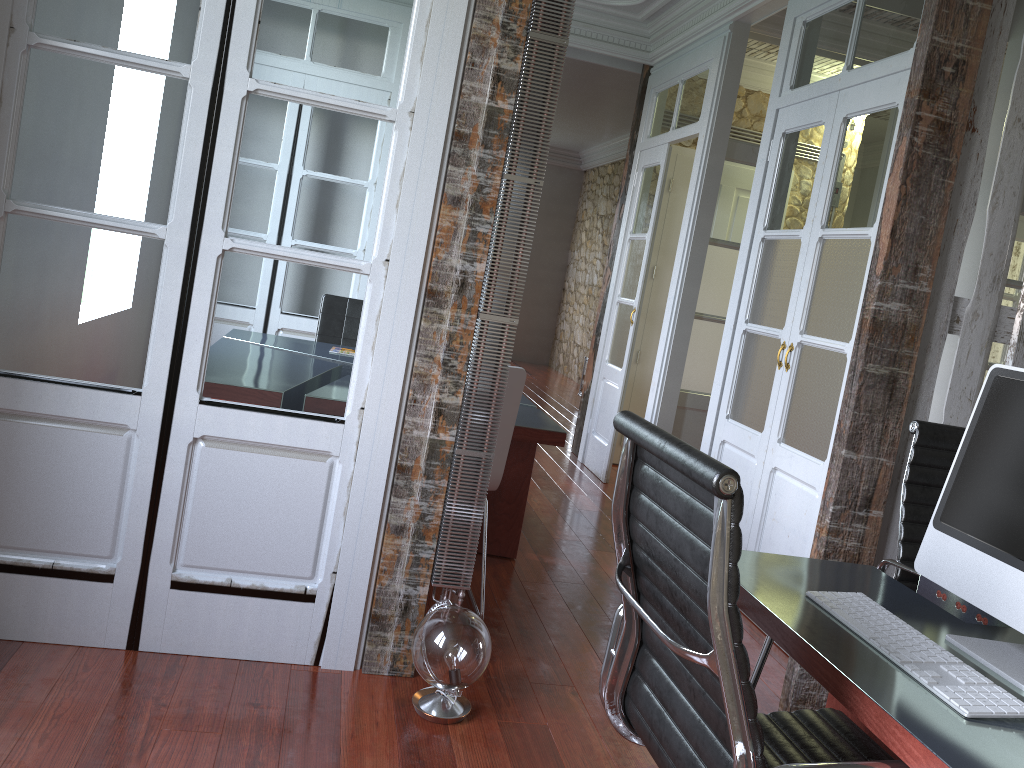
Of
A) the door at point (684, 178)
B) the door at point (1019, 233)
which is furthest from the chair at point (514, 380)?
the door at point (1019, 233)

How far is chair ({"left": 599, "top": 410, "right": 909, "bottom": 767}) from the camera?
1.2m

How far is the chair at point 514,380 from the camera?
2.9m

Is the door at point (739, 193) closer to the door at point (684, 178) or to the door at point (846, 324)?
the door at point (684, 178)

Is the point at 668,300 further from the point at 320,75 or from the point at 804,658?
the point at 804,658

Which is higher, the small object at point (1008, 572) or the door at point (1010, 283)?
the door at point (1010, 283)

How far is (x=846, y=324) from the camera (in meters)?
3.29

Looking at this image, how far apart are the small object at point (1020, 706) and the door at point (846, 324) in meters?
1.7 m

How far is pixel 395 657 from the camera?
2.63m

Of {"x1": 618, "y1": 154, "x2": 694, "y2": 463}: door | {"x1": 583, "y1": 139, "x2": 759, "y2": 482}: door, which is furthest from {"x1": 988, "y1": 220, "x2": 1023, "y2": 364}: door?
{"x1": 618, "y1": 154, "x2": 694, "y2": 463}: door
